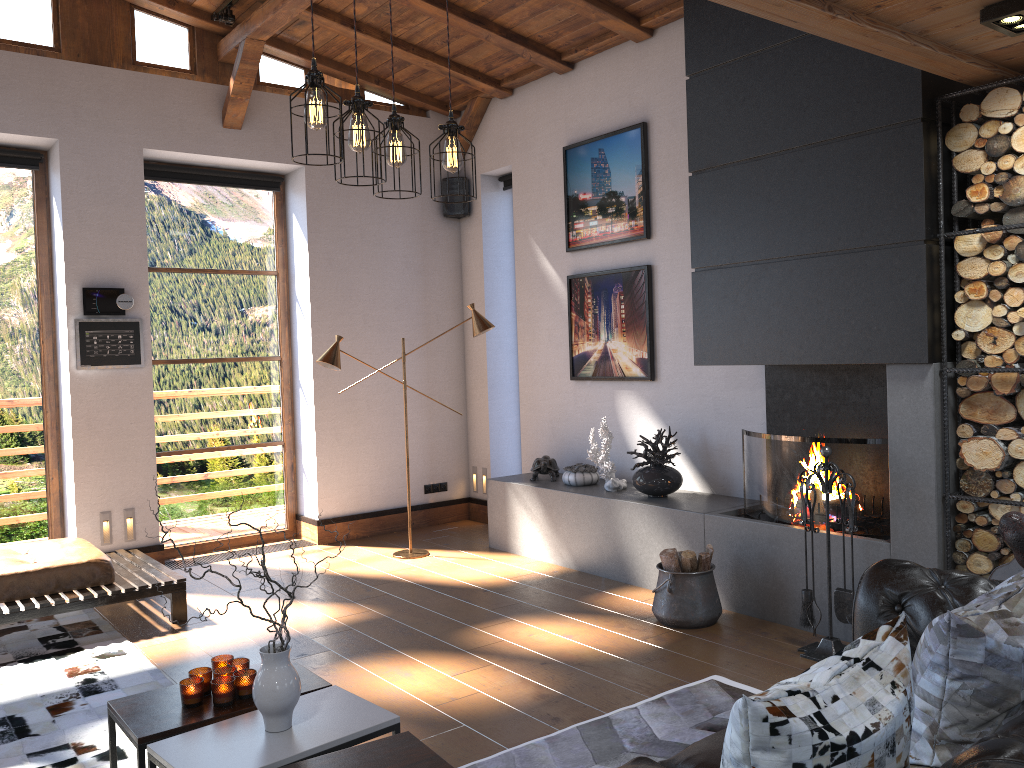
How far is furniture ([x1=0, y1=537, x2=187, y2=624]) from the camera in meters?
4.9 m

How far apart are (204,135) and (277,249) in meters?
1.1 m

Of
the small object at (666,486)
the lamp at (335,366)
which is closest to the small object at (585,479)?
the small object at (666,486)

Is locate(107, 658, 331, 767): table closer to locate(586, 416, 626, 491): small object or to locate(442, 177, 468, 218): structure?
locate(586, 416, 626, 491): small object

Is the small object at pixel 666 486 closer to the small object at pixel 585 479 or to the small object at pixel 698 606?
the small object at pixel 585 479

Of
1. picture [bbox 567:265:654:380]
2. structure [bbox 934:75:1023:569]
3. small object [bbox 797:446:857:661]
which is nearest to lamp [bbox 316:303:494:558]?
picture [bbox 567:265:654:380]

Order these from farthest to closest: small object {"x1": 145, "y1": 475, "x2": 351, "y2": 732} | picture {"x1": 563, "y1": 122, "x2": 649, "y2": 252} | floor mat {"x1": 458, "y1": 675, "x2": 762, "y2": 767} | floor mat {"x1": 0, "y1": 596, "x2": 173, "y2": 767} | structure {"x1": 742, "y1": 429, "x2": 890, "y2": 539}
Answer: picture {"x1": 563, "y1": 122, "x2": 649, "y2": 252} → structure {"x1": 742, "y1": 429, "x2": 890, "y2": 539} → floor mat {"x1": 0, "y1": 596, "x2": 173, "y2": 767} → floor mat {"x1": 458, "y1": 675, "x2": 762, "y2": 767} → small object {"x1": 145, "y1": 475, "x2": 351, "y2": 732}

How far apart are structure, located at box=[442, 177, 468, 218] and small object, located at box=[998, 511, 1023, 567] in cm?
567

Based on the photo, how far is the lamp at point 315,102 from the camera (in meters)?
3.00

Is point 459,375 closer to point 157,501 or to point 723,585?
point 157,501
